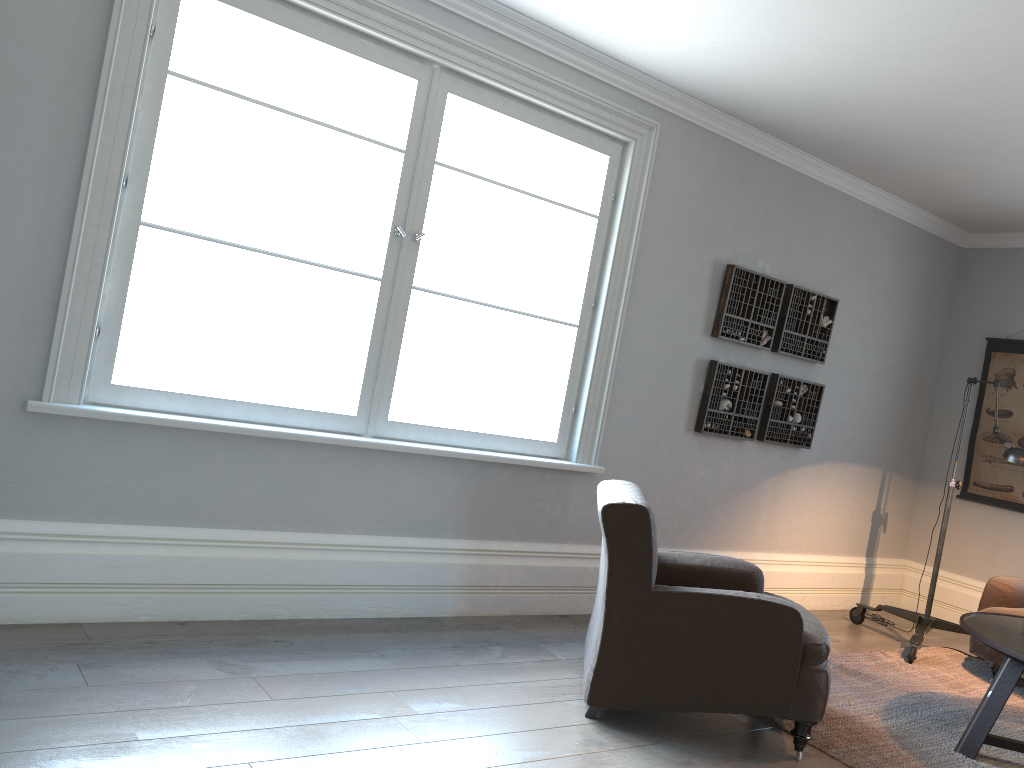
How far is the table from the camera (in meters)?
3.43

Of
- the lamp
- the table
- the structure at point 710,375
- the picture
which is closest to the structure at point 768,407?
the structure at point 710,375

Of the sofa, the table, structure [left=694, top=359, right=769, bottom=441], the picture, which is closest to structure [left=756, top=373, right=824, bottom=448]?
structure [left=694, top=359, right=769, bottom=441]

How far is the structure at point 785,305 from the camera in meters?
5.3 m

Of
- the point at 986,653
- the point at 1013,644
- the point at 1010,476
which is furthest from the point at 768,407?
the point at 1013,644

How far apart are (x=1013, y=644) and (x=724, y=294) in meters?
2.3 m

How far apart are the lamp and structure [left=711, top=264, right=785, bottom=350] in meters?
1.2

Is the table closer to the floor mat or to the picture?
the floor mat

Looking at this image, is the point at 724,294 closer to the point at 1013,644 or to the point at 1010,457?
the point at 1010,457

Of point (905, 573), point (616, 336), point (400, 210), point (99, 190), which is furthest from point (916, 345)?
point (99, 190)
